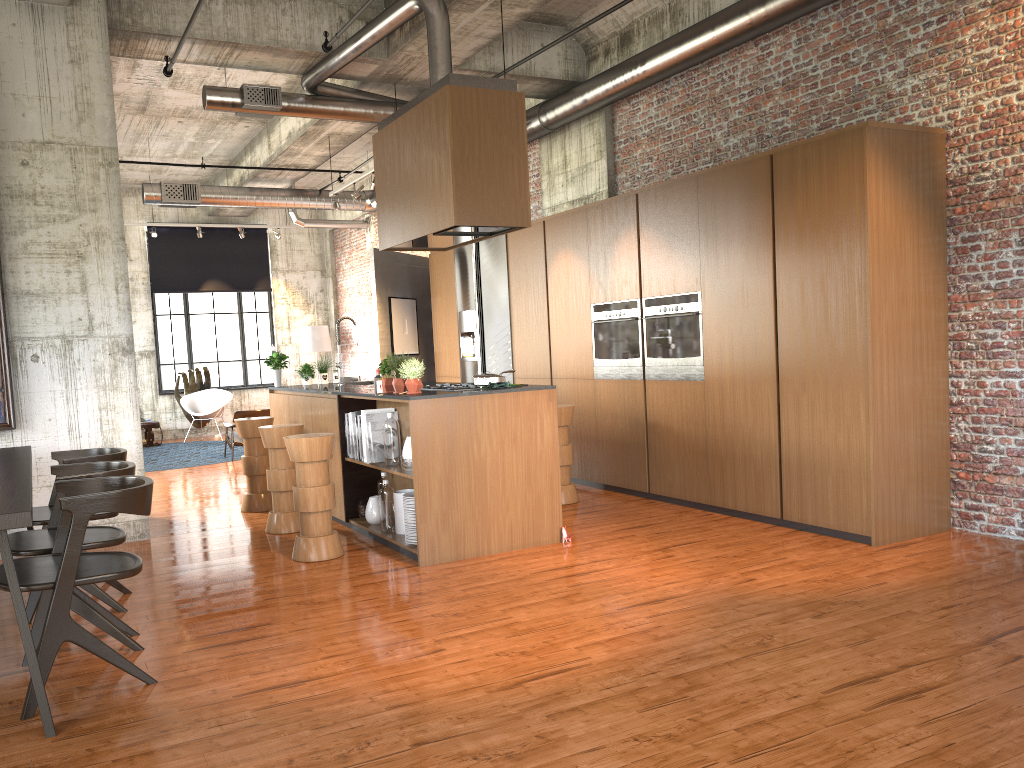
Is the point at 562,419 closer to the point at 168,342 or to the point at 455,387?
the point at 455,387

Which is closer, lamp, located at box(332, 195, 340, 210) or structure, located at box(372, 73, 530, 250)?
structure, located at box(372, 73, 530, 250)

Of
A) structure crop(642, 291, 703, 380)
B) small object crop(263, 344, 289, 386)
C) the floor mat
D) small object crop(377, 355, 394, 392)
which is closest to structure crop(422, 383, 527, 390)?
small object crop(377, 355, 394, 392)

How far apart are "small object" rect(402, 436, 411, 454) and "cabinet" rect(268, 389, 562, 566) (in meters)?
0.17

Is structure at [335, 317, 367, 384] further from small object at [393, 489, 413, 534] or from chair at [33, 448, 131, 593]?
chair at [33, 448, 131, 593]

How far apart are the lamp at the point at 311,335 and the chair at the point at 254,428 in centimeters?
1012cm

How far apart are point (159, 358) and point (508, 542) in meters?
14.0

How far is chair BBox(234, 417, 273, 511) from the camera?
9.16m

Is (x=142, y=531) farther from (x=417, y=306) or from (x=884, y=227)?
(x=417, y=306)

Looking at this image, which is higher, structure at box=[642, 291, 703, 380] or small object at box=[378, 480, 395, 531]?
structure at box=[642, 291, 703, 380]
